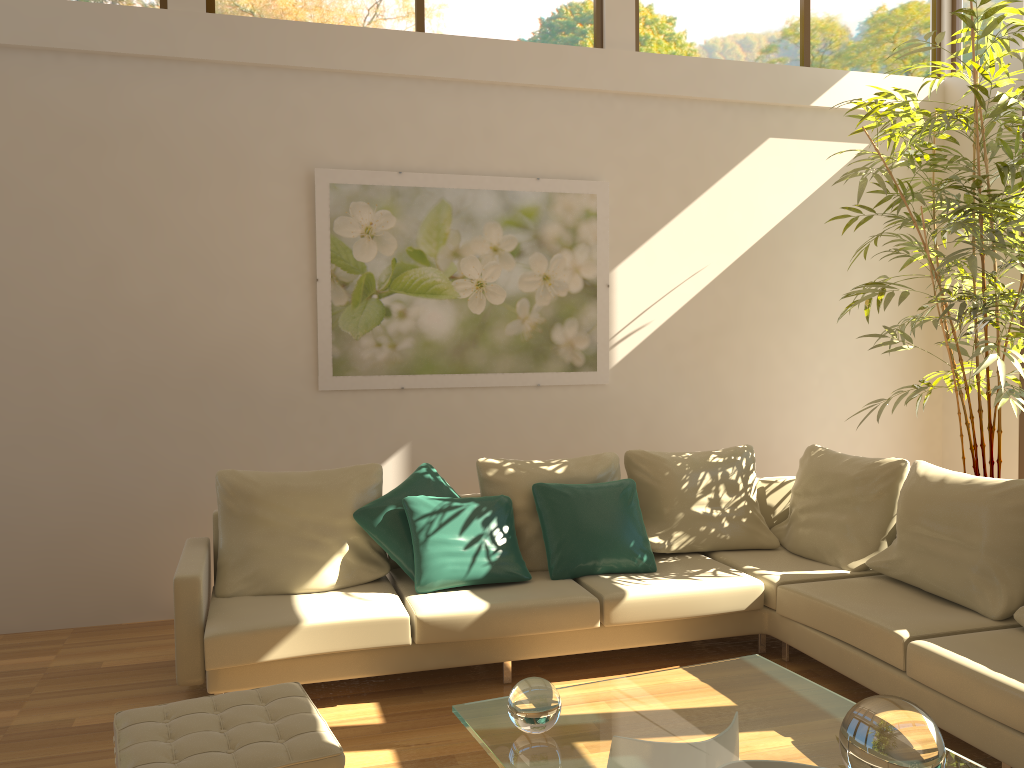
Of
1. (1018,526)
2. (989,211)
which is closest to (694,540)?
(1018,526)

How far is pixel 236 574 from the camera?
4.13m

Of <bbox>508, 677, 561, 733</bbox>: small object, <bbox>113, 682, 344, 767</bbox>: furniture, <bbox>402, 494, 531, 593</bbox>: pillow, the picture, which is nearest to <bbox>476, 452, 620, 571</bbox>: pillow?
<bbox>402, 494, 531, 593</bbox>: pillow

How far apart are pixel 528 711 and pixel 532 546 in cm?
204

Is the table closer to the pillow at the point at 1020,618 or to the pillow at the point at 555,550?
the pillow at the point at 1020,618

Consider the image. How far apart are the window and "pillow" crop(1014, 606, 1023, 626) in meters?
3.9 m

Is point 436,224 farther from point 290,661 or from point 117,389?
point 290,661

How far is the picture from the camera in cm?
518

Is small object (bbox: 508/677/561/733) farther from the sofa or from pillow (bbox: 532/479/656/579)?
pillow (bbox: 532/479/656/579)

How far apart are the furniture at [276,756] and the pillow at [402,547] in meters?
1.3 m
